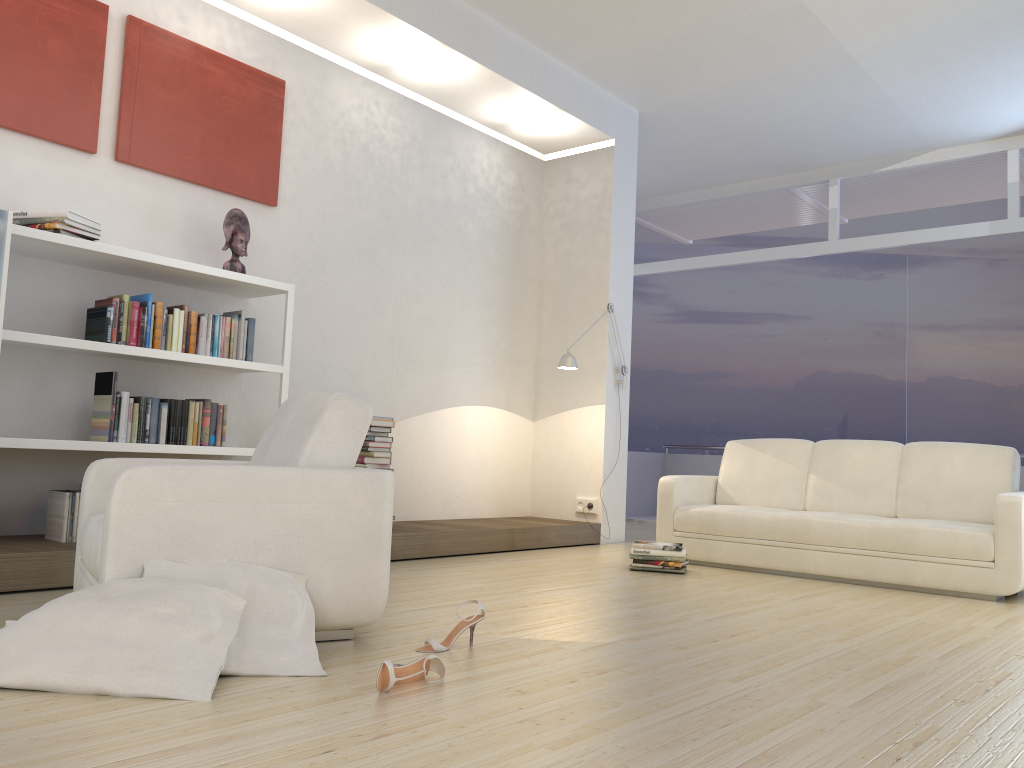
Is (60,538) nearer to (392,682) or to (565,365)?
(392,682)

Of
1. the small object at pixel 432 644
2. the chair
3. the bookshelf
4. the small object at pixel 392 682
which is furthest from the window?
the small object at pixel 392 682

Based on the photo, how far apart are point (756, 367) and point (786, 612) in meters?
9.8 m

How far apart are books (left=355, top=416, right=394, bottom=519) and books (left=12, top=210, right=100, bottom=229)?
1.9 meters

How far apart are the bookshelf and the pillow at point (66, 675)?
1.56m

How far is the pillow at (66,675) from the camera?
2.2m

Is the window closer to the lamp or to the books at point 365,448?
the lamp

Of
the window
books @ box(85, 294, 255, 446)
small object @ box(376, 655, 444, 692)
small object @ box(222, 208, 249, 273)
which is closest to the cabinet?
books @ box(85, 294, 255, 446)

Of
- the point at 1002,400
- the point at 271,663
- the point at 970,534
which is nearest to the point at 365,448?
the point at 271,663

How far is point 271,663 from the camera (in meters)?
2.51
